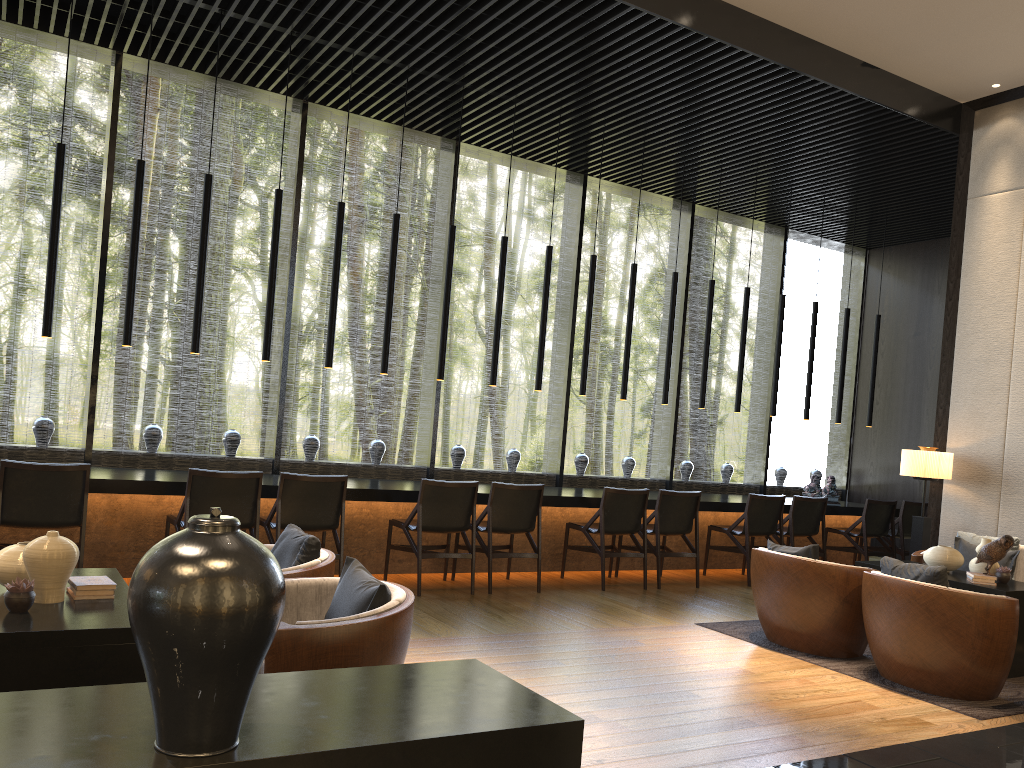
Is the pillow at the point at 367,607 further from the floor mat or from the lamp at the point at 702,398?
the lamp at the point at 702,398

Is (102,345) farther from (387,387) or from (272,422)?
(387,387)

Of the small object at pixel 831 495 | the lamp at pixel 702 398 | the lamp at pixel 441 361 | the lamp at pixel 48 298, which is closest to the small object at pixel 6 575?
the lamp at pixel 48 298

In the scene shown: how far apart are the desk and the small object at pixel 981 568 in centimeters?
286cm

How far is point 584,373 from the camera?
7.95m

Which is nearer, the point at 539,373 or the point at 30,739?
the point at 30,739

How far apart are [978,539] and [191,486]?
5.5 meters

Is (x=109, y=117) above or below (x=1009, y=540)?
above

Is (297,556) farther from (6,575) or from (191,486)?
(191,486)

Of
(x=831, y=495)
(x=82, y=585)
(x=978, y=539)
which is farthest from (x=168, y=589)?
(x=831, y=495)
